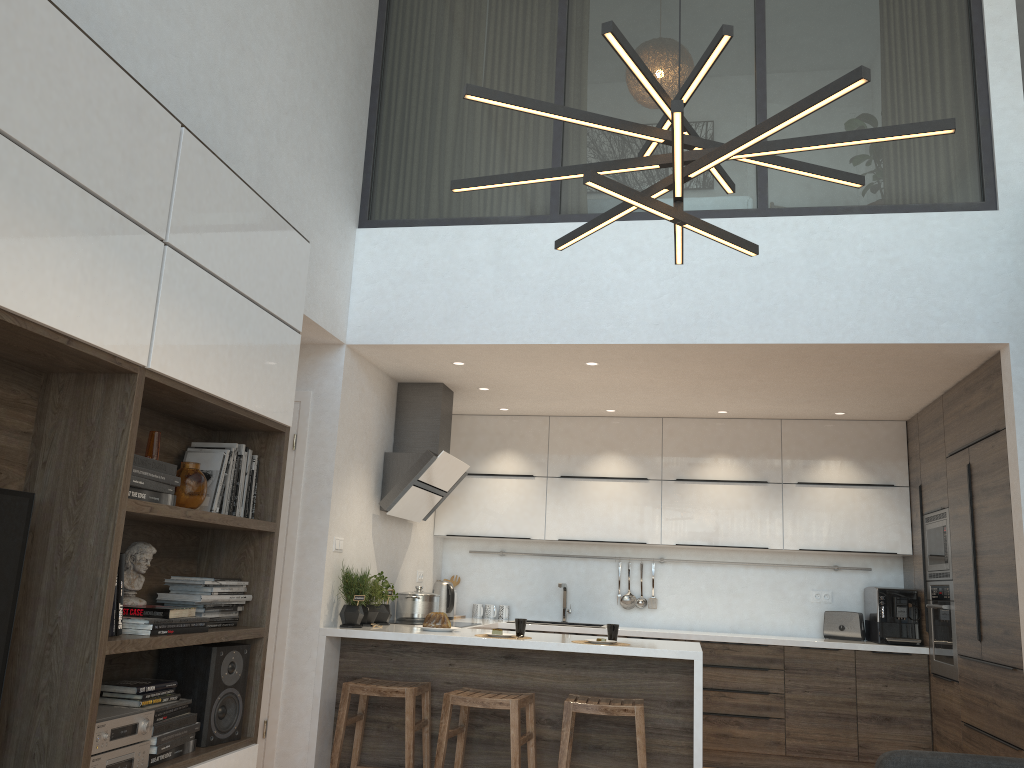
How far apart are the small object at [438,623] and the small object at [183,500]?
2.14m

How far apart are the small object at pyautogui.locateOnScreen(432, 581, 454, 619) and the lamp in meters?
4.2

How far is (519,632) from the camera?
4.7m

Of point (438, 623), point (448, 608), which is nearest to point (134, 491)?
point (438, 623)

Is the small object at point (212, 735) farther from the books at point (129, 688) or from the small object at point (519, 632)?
the small object at point (519, 632)

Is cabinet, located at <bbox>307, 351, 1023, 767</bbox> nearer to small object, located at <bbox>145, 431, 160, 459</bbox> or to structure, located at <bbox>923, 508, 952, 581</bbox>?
structure, located at <bbox>923, 508, 952, 581</bbox>

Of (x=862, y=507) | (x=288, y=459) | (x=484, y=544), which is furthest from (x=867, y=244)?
(x=484, y=544)

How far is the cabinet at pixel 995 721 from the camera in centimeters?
452cm

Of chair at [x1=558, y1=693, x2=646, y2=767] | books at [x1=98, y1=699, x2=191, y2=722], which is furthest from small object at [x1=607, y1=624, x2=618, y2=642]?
books at [x1=98, y1=699, x2=191, y2=722]

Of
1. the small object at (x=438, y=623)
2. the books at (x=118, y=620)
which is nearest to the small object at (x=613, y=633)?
the small object at (x=438, y=623)
